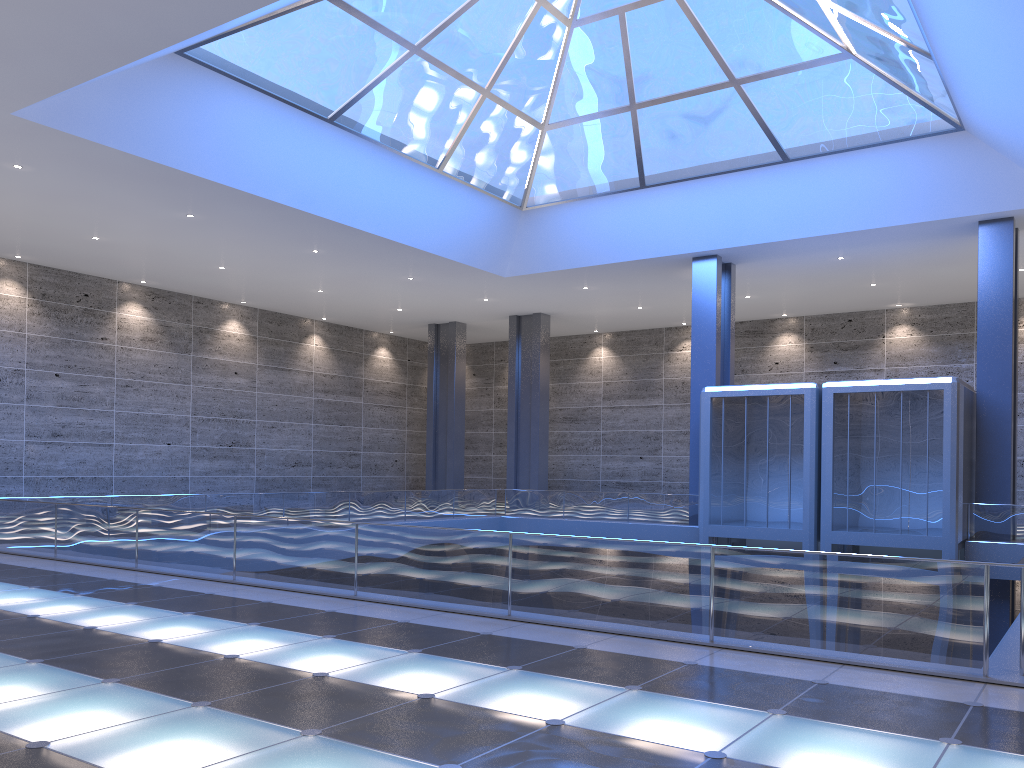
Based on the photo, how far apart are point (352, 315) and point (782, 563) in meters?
36.2 m

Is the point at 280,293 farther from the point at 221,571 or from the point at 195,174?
the point at 221,571
